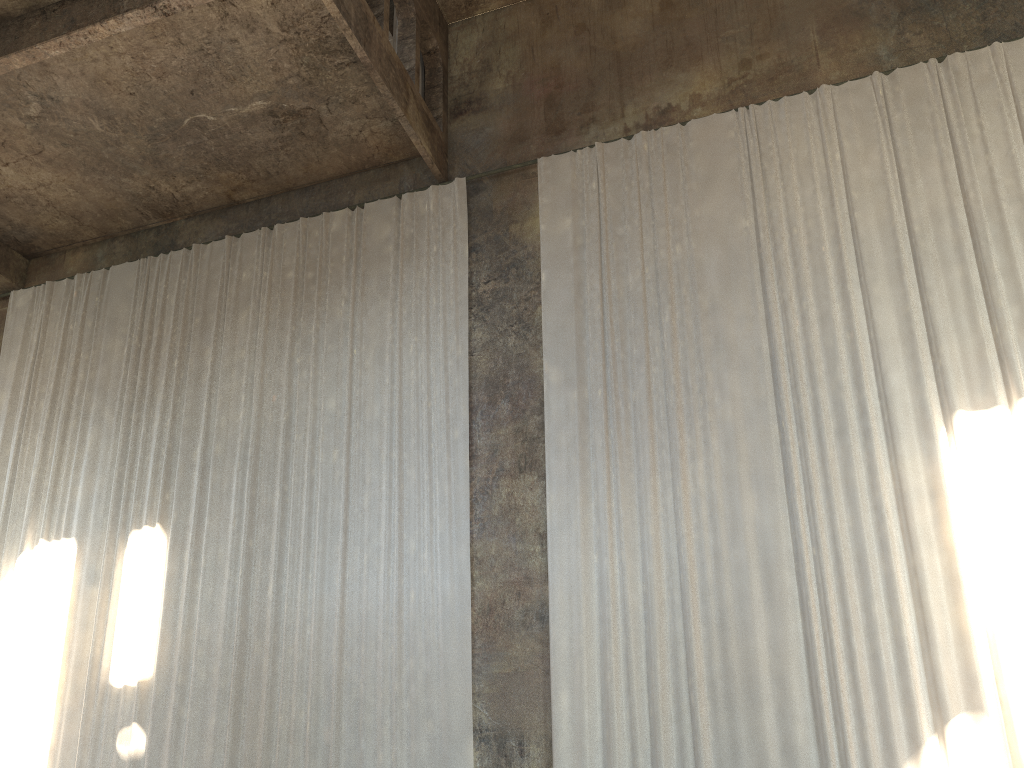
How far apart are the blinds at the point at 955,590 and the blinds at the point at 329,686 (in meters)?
0.95

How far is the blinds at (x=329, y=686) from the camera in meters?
9.6 m

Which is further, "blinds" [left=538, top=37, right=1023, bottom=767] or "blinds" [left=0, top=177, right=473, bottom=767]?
"blinds" [left=0, top=177, right=473, bottom=767]

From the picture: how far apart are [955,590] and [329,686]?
6.42m

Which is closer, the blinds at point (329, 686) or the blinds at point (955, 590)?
the blinds at point (955, 590)

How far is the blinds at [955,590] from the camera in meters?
8.0 m

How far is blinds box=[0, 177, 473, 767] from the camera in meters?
9.6 m

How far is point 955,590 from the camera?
8.0m

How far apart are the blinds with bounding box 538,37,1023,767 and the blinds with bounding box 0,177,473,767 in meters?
1.0 m
